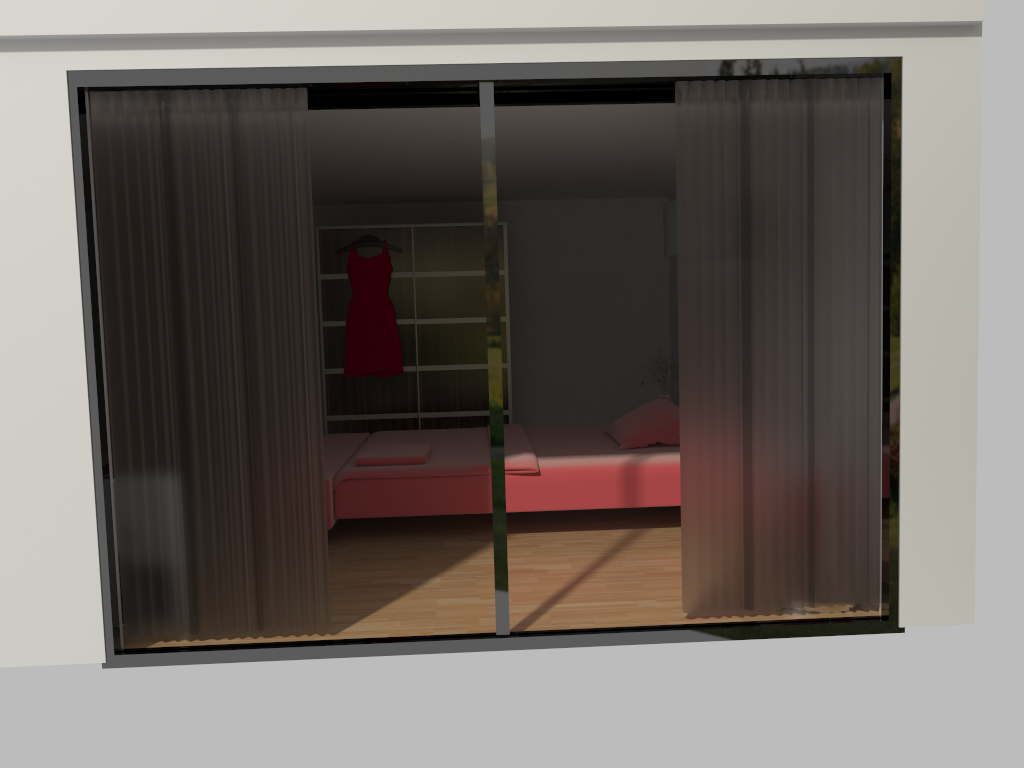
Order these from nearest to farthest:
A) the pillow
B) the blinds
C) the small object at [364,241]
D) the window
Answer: the window
the blinds
the pillow
the small object at [364,241]

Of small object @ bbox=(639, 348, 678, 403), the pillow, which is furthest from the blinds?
small object @ bbox=(639, 348, 678, 403)

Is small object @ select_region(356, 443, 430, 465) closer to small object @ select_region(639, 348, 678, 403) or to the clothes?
the clothes

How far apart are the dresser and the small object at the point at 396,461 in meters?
2.1

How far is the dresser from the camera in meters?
7.3 m

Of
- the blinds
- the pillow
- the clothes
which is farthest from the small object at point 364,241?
the blinds

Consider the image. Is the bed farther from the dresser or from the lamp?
the lamp

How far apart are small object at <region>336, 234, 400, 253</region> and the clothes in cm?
7

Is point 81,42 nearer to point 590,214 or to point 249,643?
point 249,643

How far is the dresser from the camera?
7.3m
